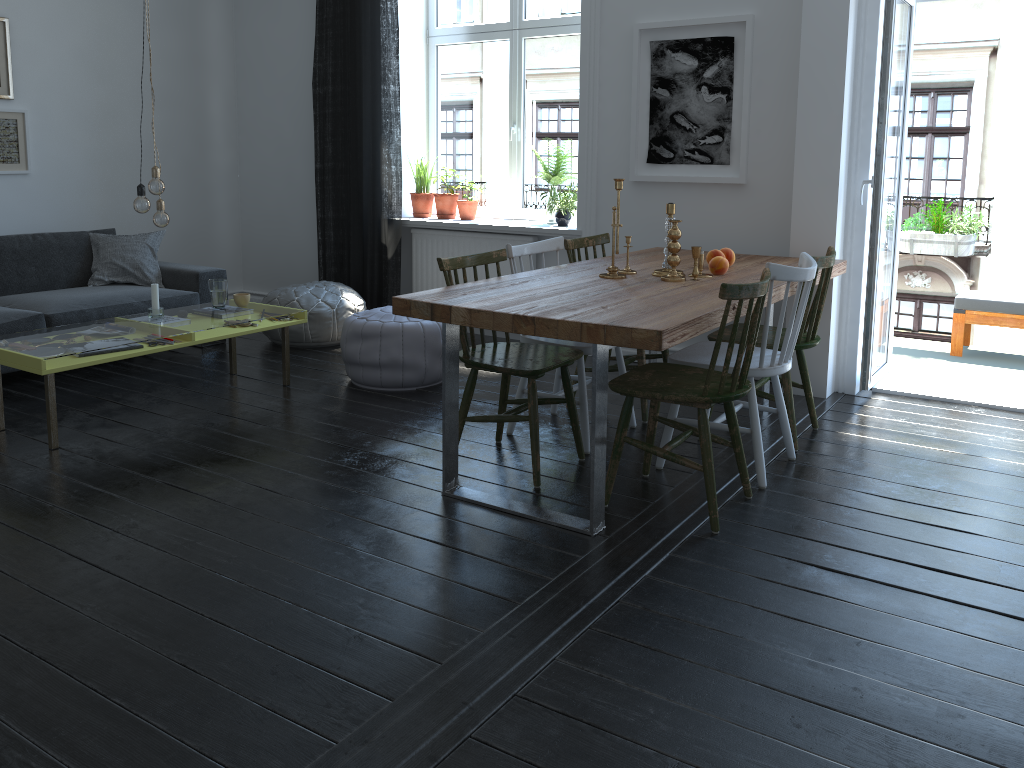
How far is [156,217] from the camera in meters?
4.1 m

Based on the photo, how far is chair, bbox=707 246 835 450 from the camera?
3.62m

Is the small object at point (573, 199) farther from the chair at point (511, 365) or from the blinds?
the chair at point (511, 365)

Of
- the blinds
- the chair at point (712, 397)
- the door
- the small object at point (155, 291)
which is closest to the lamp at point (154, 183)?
the small object at point (155, 291)

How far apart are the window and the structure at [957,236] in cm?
219

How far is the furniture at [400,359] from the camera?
4.5m

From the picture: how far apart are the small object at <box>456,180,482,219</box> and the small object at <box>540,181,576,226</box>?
0.7m

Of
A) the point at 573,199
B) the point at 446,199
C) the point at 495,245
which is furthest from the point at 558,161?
the point at 446,199

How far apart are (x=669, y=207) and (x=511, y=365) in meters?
1.0 m

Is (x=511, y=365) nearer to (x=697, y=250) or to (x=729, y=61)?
(x=697, y=250)
